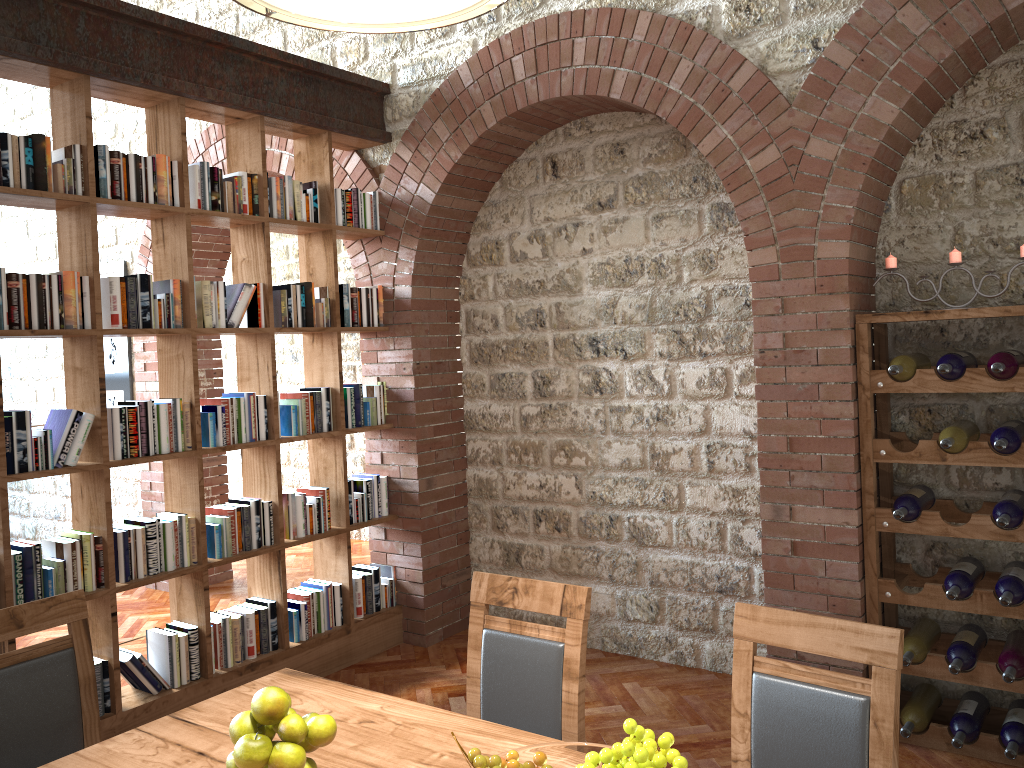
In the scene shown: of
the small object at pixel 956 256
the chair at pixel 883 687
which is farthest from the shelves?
the chair at pixel 883 687

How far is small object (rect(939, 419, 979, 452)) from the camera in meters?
3.3 m

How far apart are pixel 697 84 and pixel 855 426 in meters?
1.6 m

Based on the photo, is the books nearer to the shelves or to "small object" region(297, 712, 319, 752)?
"small object" region(297, 712, 319, 752)

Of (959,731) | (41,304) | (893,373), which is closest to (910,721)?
(959,731)

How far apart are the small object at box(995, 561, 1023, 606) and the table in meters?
2.1

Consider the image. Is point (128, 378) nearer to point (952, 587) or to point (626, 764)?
point (952, 587)

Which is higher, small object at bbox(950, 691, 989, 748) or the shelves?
the shelves

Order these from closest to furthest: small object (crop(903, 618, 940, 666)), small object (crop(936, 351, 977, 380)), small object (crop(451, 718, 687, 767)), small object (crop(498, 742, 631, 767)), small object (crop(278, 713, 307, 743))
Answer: small object (crop(451, 718, 687, 767)), small object (crop(498, 742, 631, 767)), small object (crop(278, 713, 307, 743)), small object (crop(936, 351, 977, 380)), small object (crop(903, 618, 940, 666))

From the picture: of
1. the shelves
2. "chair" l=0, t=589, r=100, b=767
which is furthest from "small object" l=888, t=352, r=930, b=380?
"chair" l=0, t=589, r=100, b=767
